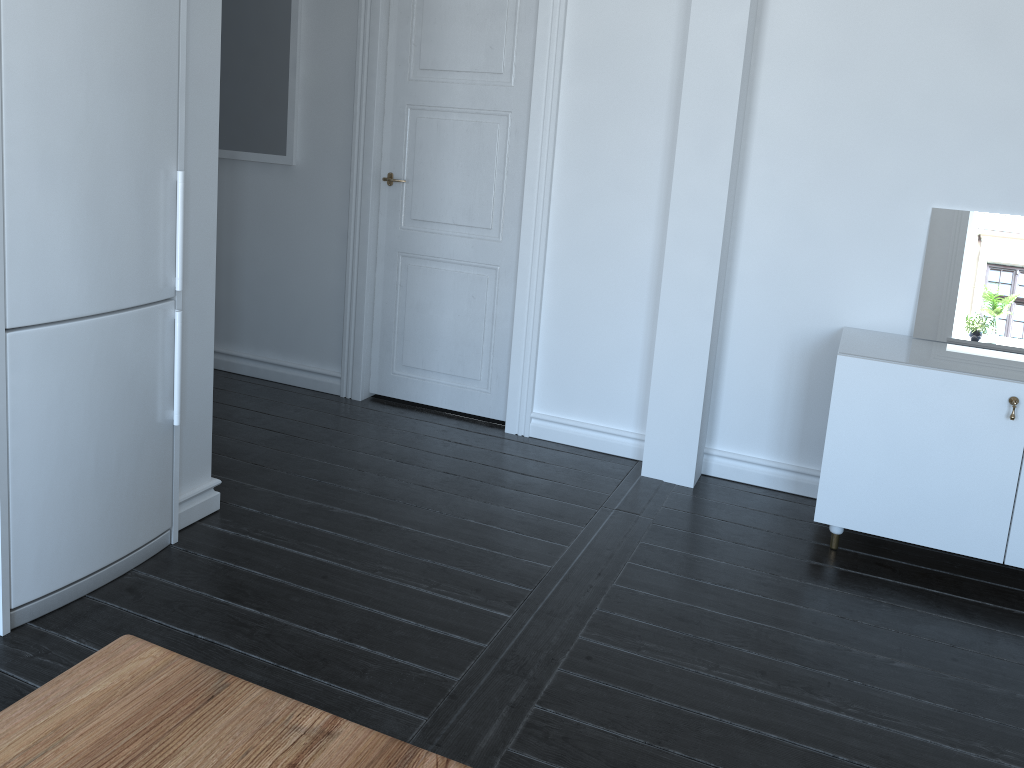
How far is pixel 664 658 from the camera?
2.53m

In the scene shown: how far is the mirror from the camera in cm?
325

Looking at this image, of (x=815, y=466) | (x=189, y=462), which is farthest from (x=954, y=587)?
(x=189, y=462)

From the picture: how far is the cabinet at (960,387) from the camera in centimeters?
291cm

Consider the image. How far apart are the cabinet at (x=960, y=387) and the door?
1.4 meters

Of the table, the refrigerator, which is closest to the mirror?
the refrigerator

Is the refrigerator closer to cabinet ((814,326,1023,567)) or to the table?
the table

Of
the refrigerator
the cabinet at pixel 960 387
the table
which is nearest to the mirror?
the cabinet at pixel 960 387

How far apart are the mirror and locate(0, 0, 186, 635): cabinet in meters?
2.7

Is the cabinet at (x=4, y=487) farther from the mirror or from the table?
the mirror
